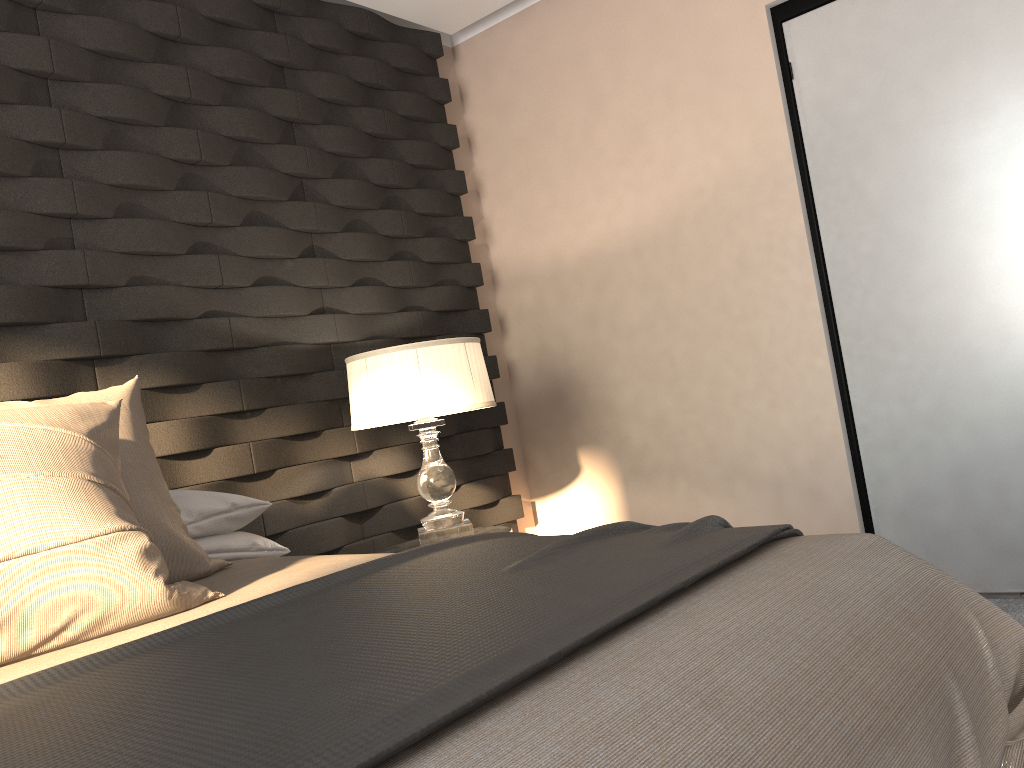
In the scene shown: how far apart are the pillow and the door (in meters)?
2.06

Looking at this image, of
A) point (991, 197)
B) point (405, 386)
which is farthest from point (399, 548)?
point (991, 197)

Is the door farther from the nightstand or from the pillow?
the pillow

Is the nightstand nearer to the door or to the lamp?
the lamp

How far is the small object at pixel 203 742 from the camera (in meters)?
0.76

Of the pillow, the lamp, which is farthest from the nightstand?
the pillow

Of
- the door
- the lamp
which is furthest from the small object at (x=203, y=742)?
the door

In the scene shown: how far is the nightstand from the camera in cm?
292

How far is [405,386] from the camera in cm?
268

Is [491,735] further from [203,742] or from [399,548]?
[399,548]
